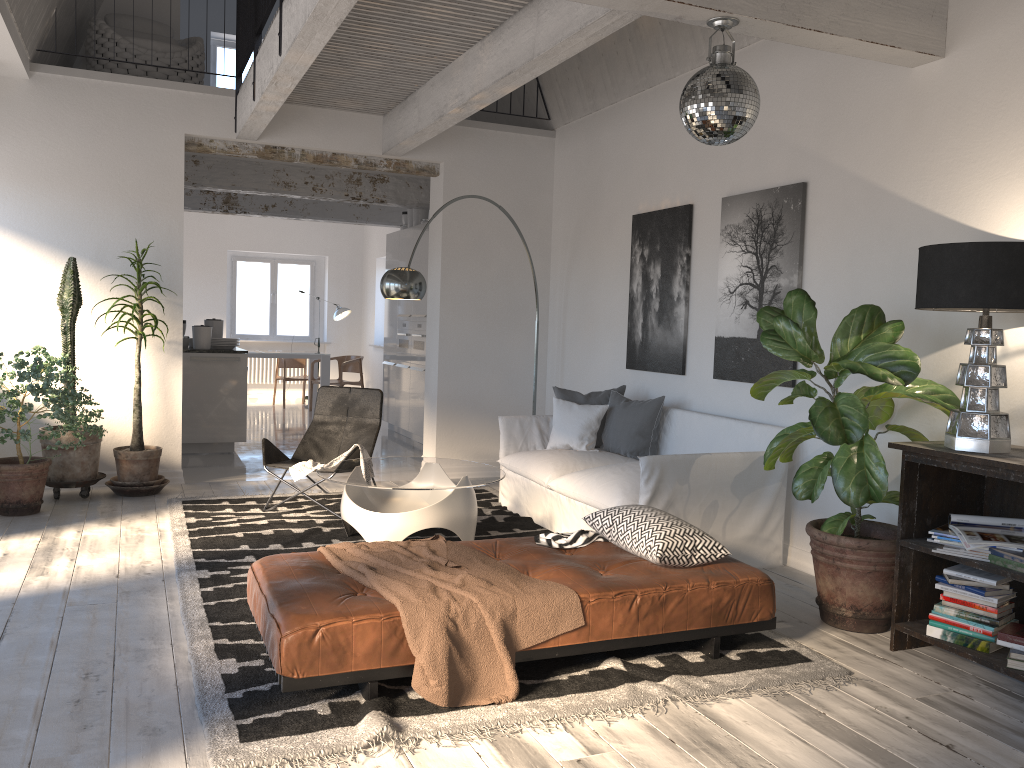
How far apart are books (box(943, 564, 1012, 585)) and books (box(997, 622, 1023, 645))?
0.17m

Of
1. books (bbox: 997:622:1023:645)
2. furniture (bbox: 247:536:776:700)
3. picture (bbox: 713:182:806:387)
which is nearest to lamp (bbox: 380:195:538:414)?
picture (bbox: 713:182:806:387)

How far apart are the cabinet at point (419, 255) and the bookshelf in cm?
630

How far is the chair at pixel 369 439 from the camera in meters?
6.3

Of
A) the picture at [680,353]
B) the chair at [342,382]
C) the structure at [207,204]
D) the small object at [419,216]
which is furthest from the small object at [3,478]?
the chair at [342,382]

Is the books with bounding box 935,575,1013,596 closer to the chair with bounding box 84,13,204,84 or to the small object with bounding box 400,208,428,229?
the chair with bounding box 84,13,204,84

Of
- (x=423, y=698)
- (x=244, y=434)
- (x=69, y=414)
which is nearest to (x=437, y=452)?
(x=244, y=434)

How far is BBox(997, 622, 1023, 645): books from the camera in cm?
331

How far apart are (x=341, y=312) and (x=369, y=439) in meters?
7.8

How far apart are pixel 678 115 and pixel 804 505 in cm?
288
